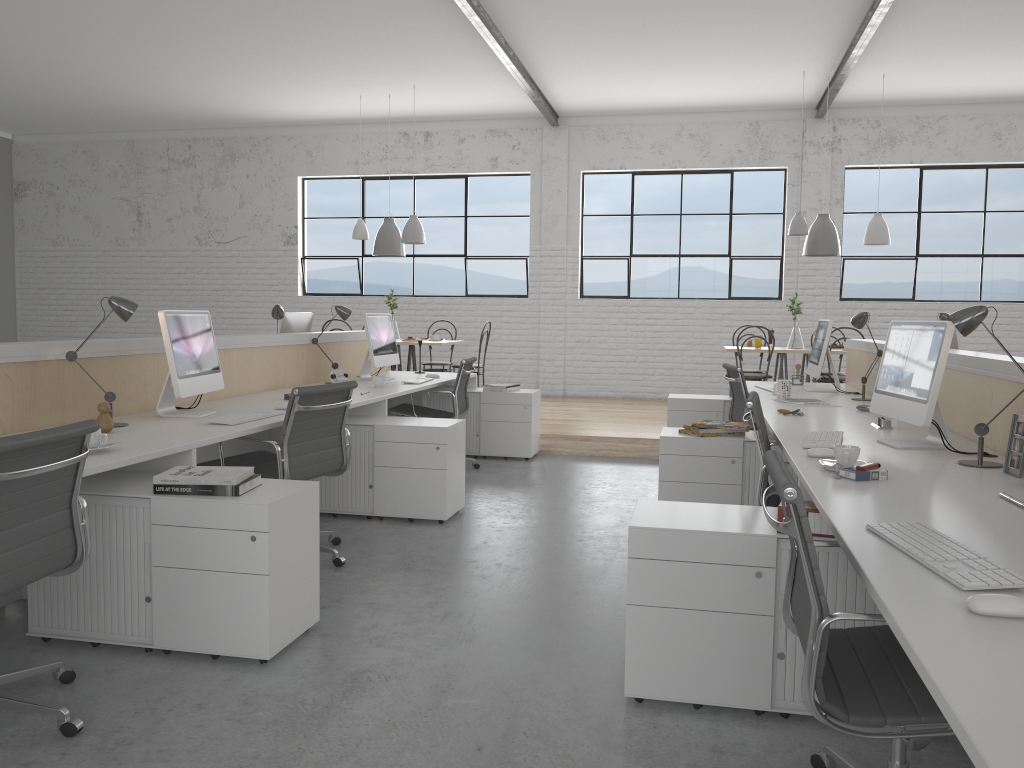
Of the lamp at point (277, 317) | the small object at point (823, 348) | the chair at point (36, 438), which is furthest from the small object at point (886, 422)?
the lamp at point (277, 317)

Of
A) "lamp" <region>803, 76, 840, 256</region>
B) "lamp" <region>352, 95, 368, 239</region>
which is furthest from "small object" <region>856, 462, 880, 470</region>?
"lamp" <region>352, 95, 368, 239</region>

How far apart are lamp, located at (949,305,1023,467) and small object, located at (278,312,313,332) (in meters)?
3.63

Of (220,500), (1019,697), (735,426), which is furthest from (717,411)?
(1019,697)

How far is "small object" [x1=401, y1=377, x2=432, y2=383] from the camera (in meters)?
4.78

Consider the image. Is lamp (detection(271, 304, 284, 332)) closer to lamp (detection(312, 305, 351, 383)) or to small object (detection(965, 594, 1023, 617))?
lamp (detection(312, 305, 351, 383))

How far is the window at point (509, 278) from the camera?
8.29m

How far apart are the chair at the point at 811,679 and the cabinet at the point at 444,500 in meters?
2.1

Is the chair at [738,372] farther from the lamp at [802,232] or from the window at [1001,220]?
the window at [1001,220]

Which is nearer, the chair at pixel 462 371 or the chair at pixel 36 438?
the chair at pixel 36 438
